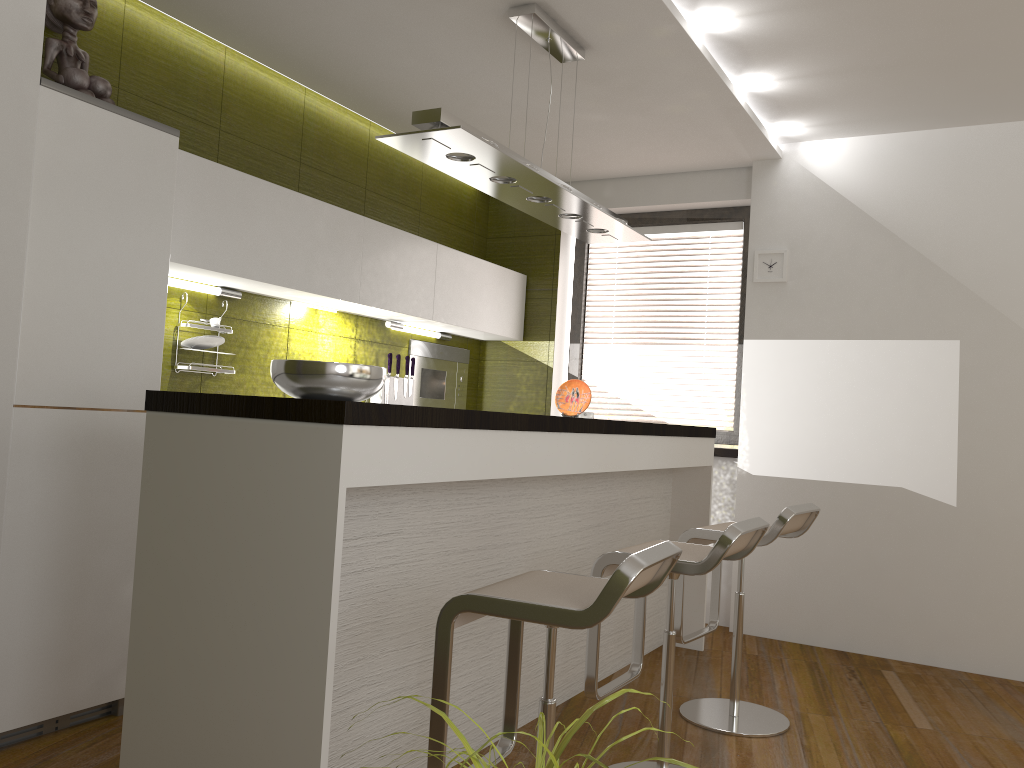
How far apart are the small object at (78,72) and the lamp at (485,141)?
1.08m

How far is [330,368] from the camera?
2.3m

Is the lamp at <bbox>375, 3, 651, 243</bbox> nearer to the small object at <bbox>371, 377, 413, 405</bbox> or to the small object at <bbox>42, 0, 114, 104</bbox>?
the small object at <bbox>42, 0, 114, 104</bbox>

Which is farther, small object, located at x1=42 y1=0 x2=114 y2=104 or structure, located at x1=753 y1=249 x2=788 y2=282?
structure, located at x1=753 y1=249 x2=788 y2=282

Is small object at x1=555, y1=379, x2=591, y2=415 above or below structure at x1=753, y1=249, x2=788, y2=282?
below

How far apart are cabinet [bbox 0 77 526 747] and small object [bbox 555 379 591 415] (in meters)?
0.99

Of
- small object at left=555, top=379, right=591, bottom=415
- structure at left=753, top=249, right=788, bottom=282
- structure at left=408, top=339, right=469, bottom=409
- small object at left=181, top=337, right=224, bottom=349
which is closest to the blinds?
structure at left=753, top=249, right=788, bottom=282

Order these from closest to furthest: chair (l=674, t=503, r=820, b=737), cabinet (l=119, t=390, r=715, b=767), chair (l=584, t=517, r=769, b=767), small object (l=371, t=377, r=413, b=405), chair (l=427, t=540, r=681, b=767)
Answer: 1. chair (l=427, t=540, r=681, b=767)
2. cabinet (l=119, t=390, r=715, b=767)
3. chair (l=584, t=517, r=769, b=767)
4. chair (l=674, t=503, r=820, b=737)
5. small object (l=371, t=377, r=413, b=405)

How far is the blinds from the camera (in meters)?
5.42

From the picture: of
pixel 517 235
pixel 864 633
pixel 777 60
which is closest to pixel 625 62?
pixel 777 60
